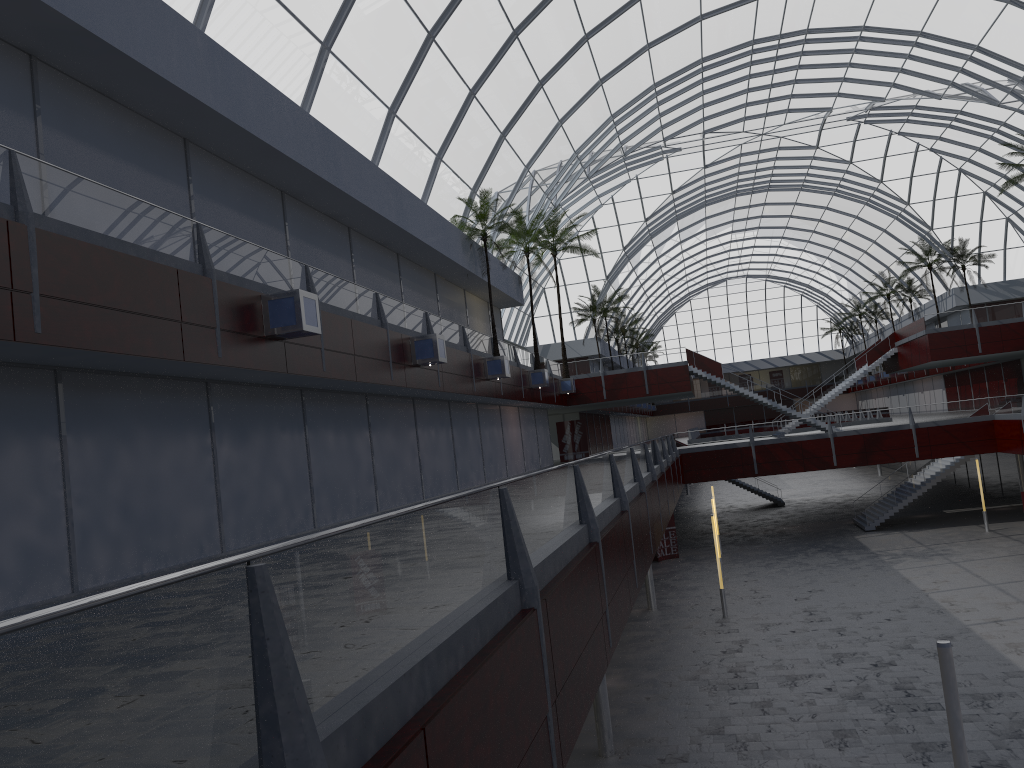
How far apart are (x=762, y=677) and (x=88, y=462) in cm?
2017

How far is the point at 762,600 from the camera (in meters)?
38.43
